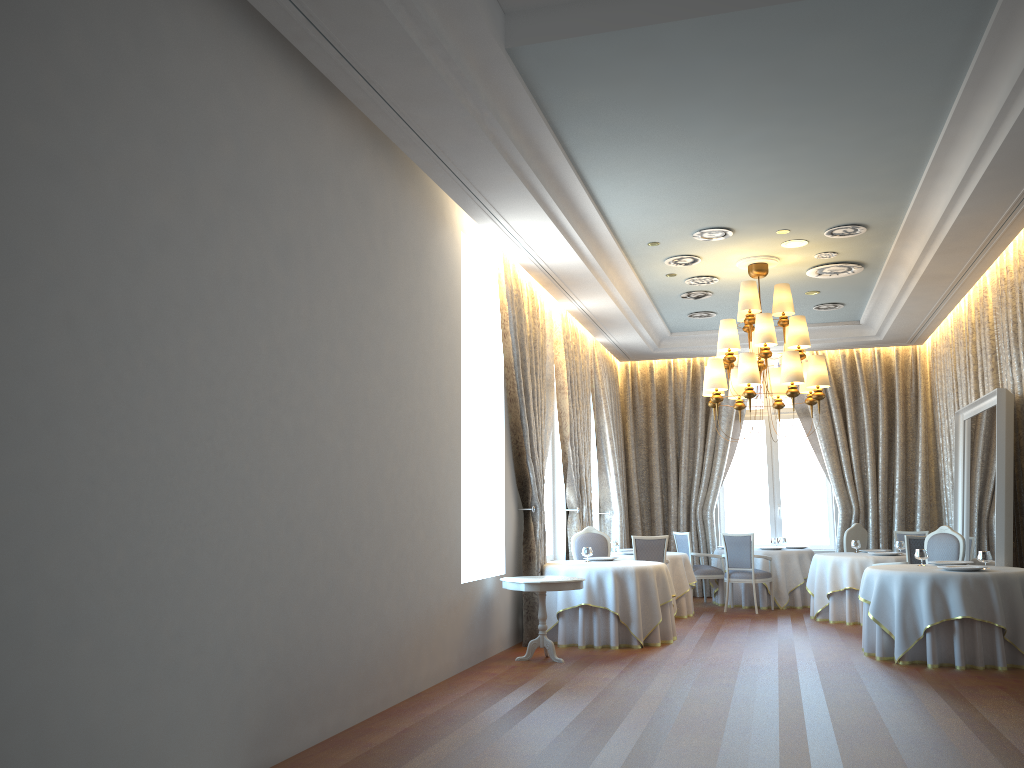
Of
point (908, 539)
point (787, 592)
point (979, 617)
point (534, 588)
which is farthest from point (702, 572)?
point (534, 588)

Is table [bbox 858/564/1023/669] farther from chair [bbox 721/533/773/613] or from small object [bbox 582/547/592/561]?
chair [bbox 721/533/773/613]

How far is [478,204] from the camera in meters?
7.7 m

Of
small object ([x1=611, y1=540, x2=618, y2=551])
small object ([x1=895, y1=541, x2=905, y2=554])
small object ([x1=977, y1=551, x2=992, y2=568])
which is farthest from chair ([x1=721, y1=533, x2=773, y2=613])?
small object ([x1=977, y1=551, x2=992, y2=568])

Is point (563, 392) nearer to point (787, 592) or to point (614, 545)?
point (614, 545)

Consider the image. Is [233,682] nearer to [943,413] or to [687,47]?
[687,47]

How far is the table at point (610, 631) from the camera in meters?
9.2

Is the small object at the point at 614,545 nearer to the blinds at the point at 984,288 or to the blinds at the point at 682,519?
the blinds at the point at 682,519

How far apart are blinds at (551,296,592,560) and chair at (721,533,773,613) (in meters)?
2.02

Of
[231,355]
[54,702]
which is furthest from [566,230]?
[54,702]
